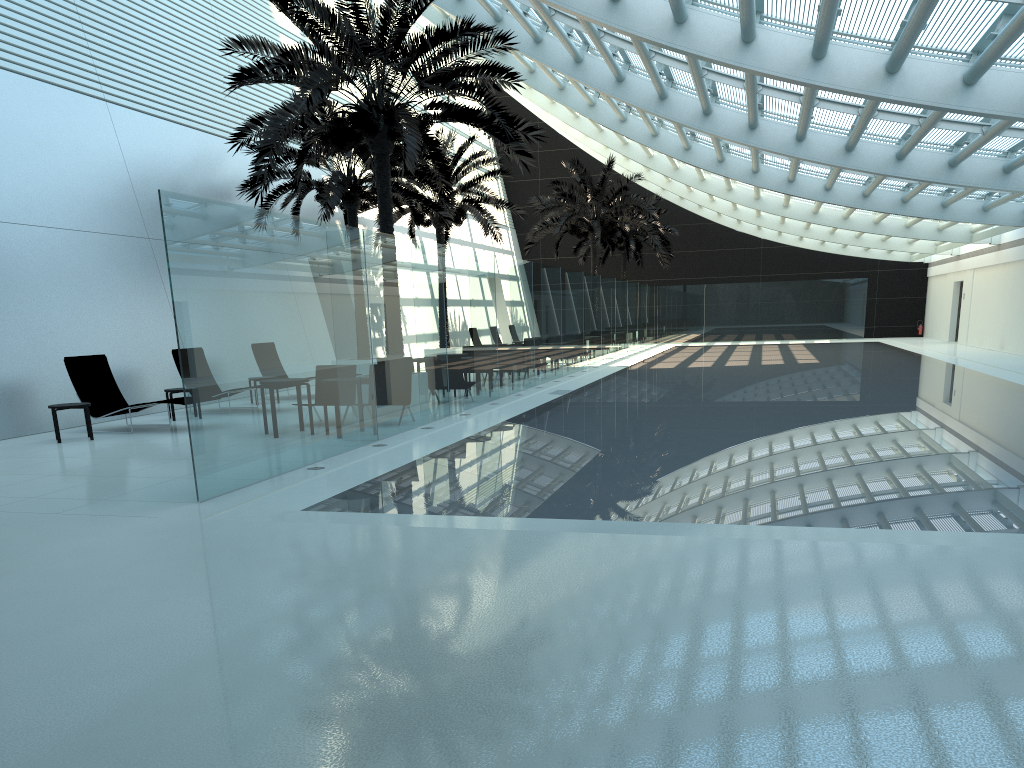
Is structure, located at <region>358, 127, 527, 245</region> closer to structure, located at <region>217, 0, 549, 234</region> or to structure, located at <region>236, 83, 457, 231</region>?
structure, located at <region>236, 83, 457, 231</region>

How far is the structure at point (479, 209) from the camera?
25.8 meters

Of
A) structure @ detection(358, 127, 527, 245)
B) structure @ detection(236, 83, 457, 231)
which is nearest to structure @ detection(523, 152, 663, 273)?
structure @ detection(358, 127, 527, 245)

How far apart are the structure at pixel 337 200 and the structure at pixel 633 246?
17.55m

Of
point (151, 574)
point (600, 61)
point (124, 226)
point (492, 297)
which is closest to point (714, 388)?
point (492, 297)

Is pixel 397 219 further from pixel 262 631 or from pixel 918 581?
pixel 918 581

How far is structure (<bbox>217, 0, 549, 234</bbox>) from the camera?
13.0 meters

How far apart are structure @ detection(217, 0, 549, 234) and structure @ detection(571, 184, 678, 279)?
23.3m

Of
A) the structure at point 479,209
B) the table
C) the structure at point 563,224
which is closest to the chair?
the table

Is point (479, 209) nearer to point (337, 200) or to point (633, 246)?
point (337, 200)
